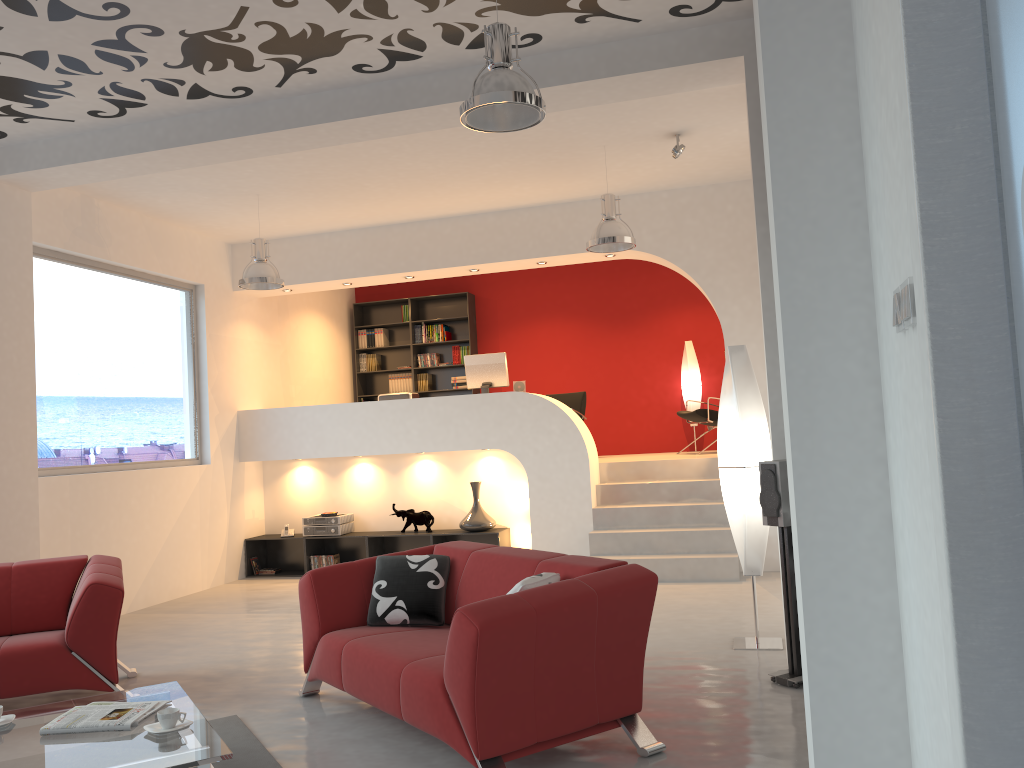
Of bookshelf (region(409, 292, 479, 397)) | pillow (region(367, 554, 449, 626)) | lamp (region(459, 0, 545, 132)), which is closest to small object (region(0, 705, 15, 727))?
pillow (region(367, 554, 449, 626))

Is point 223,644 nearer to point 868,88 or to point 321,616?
point 321,616

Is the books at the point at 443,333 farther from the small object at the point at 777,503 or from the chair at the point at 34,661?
the small object at the point at 777,503

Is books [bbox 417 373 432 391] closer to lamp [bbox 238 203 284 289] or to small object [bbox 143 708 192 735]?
lamp [bbox 238 203 284 289]

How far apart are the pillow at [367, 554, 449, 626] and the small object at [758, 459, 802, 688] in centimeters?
166cm

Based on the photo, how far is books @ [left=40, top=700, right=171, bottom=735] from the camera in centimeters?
330cm

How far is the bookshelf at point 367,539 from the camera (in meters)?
8.87

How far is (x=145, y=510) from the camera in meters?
7.8 m

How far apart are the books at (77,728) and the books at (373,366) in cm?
850

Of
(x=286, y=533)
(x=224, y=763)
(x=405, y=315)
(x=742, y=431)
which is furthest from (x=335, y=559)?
(x=224, y=763)
